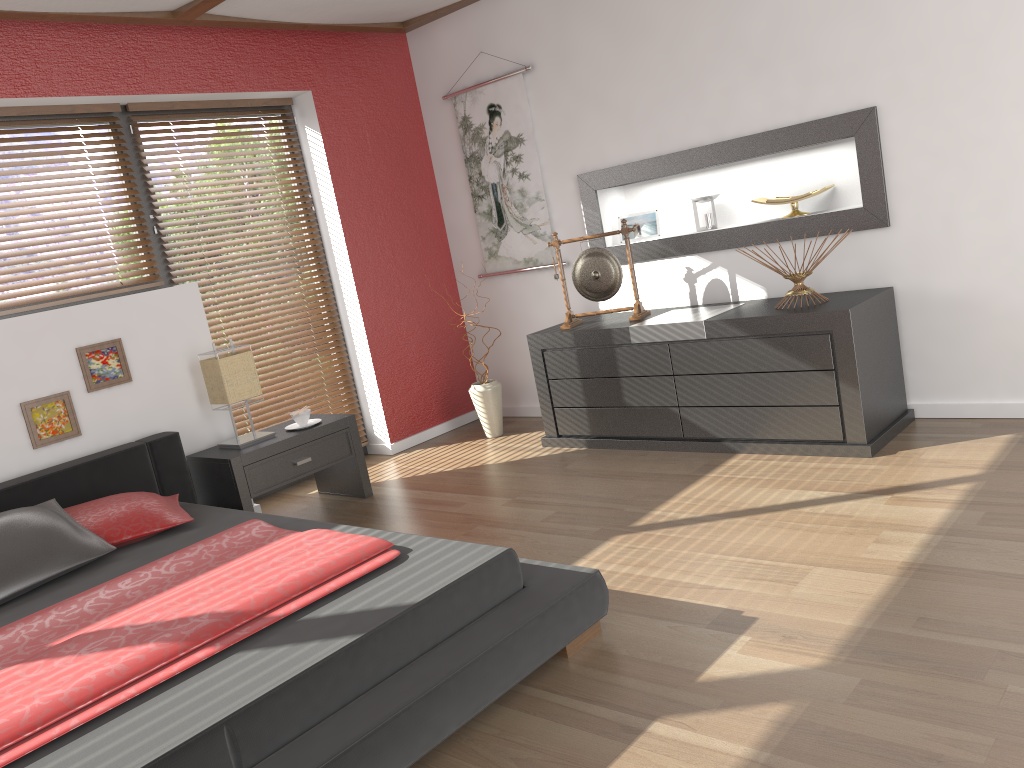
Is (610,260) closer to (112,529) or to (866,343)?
(866,343)

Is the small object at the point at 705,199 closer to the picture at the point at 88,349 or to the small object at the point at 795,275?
the small object at the point at 795,275

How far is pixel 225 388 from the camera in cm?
403

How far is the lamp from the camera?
4.0m

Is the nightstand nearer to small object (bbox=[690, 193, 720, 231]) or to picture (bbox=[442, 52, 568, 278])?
picture (bbox=[442, 52, 568, 278])

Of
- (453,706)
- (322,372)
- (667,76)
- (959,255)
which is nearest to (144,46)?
(322,372)

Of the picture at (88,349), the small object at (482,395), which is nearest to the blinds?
the picture at (88,349)

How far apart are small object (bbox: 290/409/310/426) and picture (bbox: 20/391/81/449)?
0.95m

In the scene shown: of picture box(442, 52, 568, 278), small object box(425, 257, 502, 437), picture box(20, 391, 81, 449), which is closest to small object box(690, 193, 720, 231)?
picture box(442, 52, 568, 278)

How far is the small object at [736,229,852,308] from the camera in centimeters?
378cm
